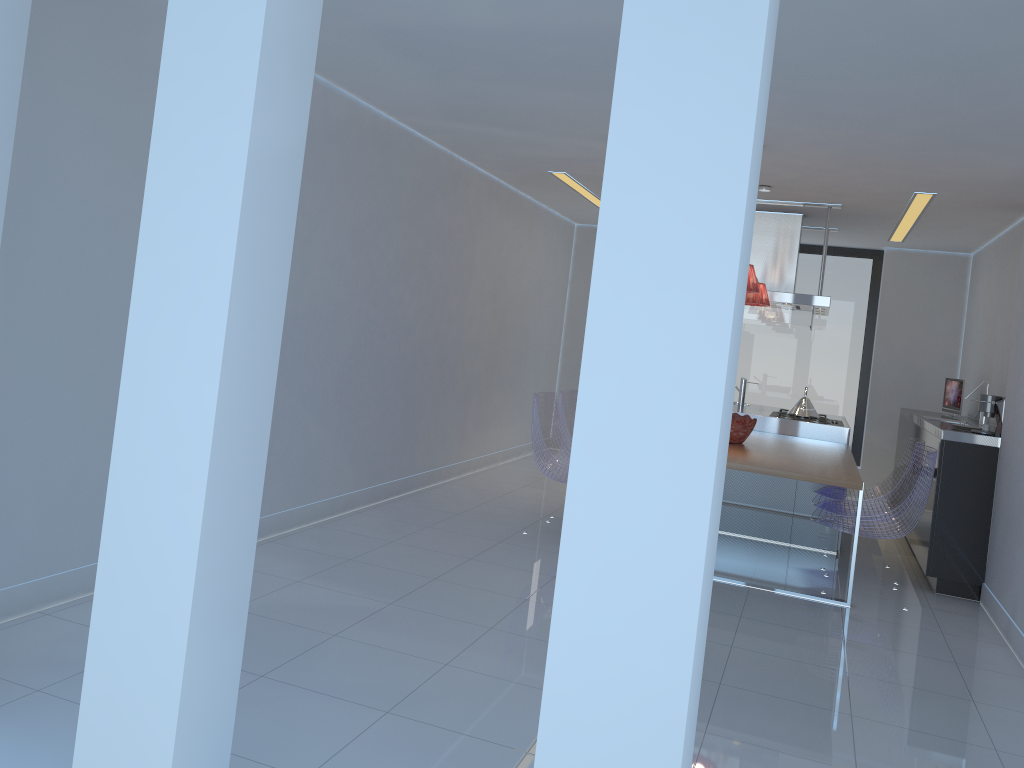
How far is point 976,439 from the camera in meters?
5.3

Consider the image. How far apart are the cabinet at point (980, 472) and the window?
1.3 meters

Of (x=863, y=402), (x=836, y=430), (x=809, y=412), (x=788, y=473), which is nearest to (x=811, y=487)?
(x=836, y=430)

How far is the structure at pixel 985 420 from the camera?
6.4 meters

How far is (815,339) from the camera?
9.14m

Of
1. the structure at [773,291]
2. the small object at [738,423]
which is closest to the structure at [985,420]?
the structure at [773,291]

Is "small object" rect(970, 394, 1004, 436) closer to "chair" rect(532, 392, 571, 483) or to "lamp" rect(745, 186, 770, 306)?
"lamp" rect(745, 186, 770, 306)

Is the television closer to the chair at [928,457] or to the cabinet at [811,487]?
the cabinet at [811,487]

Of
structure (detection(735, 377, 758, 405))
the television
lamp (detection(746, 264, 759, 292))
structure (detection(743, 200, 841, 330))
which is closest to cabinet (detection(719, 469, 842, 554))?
structure (detection(743, 200, 841, 330))

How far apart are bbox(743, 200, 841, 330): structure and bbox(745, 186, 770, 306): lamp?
0.62m
